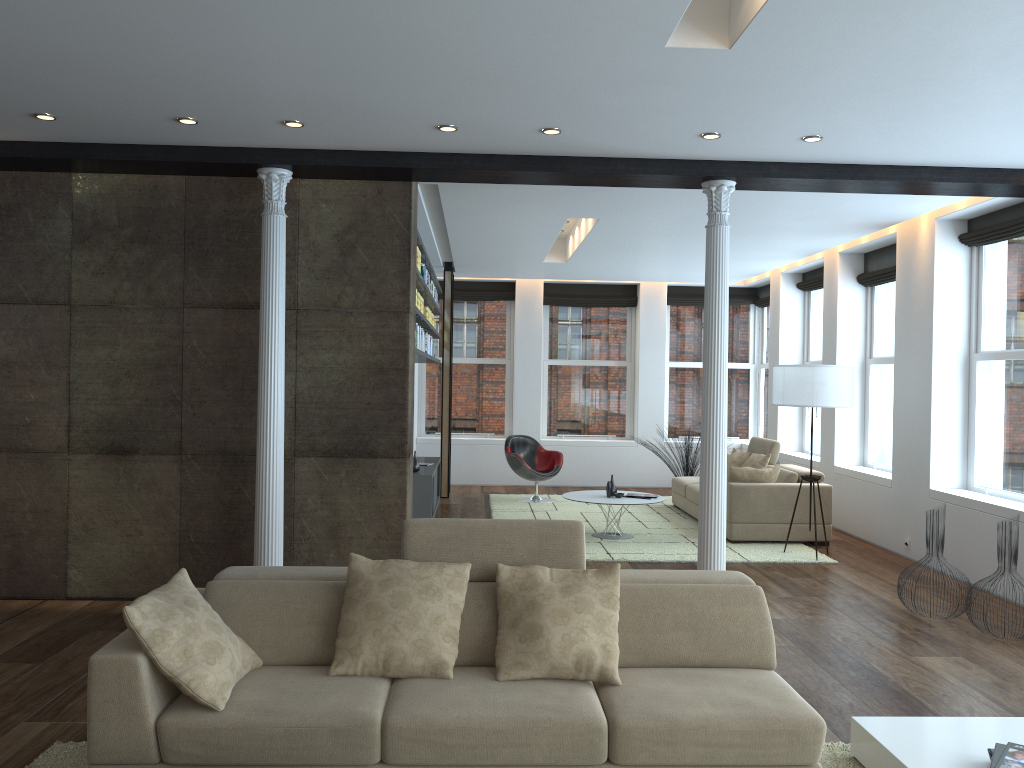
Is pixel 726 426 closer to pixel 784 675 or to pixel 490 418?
pixel 784 675

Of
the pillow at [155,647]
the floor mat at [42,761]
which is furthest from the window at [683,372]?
the pillow at [155,647]

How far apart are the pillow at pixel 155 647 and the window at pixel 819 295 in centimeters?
882cm

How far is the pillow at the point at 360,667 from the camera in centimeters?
343cm

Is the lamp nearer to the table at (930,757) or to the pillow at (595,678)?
the table at (930,757)

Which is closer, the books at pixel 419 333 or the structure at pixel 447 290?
the books at pixel 419 333

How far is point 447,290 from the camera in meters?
11.5 m

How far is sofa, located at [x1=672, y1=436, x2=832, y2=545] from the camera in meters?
8.5 m

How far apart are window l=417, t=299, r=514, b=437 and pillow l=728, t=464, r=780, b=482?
5.10m

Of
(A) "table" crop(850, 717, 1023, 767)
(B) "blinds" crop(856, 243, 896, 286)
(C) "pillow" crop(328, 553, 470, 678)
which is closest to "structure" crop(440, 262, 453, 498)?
(B) "blinds" crop(856, 243, 896, 286)
